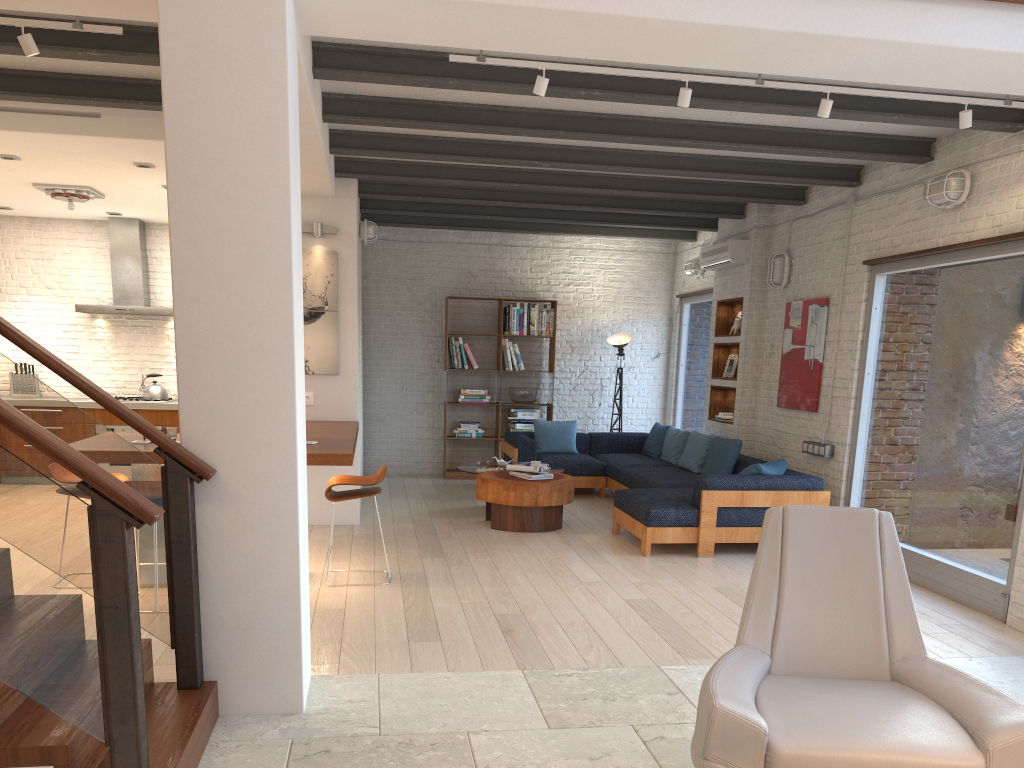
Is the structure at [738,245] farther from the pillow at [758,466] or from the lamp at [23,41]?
the lamp at [23,41]

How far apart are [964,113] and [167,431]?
5.0 meters

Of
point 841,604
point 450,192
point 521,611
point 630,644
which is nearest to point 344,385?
point 450,192

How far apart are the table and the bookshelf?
1.9 meters

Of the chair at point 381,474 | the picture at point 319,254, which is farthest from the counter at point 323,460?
the picture at point 319,254

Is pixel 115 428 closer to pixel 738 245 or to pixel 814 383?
pixel 738 245

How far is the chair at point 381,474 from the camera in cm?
564

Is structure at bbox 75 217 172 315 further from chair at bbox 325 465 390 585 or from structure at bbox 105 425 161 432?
chair at bbox 325 465 390 585

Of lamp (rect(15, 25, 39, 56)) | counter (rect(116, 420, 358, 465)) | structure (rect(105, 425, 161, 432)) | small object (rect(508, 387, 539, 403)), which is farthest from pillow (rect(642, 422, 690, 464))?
lamp (rect(15, 25, 39, 56))

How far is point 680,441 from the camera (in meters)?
9.39
